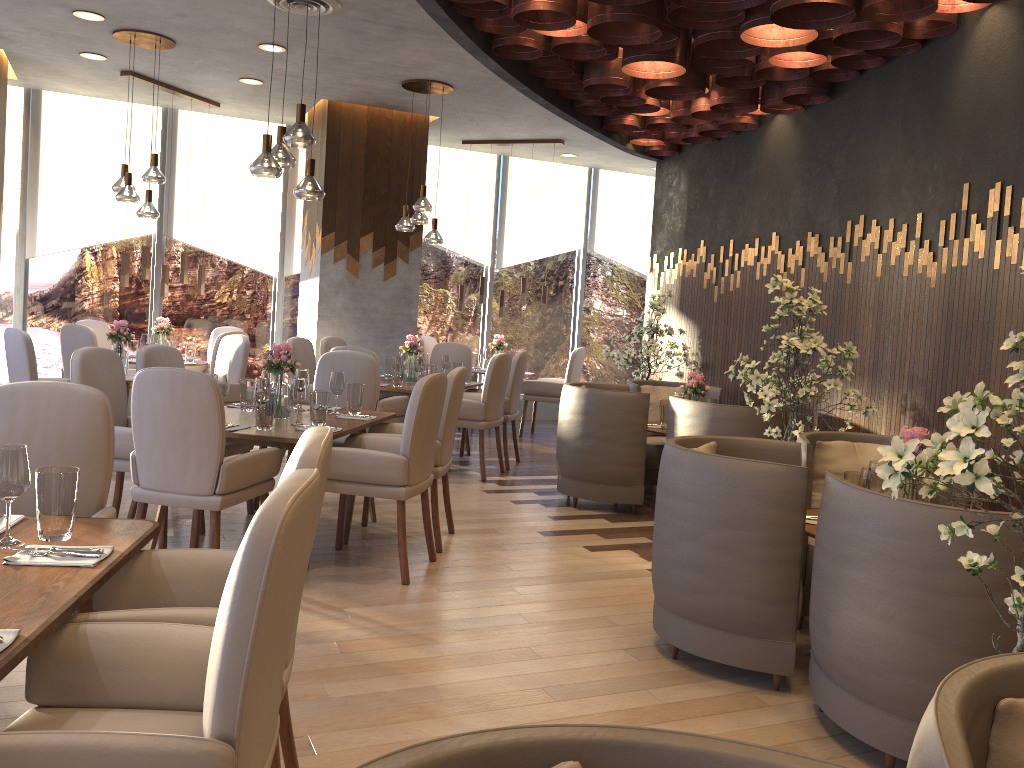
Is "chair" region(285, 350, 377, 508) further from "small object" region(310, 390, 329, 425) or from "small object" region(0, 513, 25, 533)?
"small object" region(0, 513, 25, 533)

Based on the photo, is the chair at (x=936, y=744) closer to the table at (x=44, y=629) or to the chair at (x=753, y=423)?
the table at (x=44, y=629)

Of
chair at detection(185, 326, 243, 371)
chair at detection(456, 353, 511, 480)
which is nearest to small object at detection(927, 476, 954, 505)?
chair at detection(456, 353, 511, 480)

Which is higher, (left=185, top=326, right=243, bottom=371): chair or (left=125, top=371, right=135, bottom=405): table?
(left=185, top=326, right=243, bottom=371): chair

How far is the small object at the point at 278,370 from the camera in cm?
477

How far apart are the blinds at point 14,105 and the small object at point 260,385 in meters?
5.7

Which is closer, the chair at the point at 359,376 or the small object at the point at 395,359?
the chair at the point at 359,376

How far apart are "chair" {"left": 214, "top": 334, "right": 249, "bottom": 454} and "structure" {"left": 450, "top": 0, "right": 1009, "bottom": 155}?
3.16m

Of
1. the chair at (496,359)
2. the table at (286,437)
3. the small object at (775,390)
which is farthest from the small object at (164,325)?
the small object at (775,390)

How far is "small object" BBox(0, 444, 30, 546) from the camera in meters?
2.1
